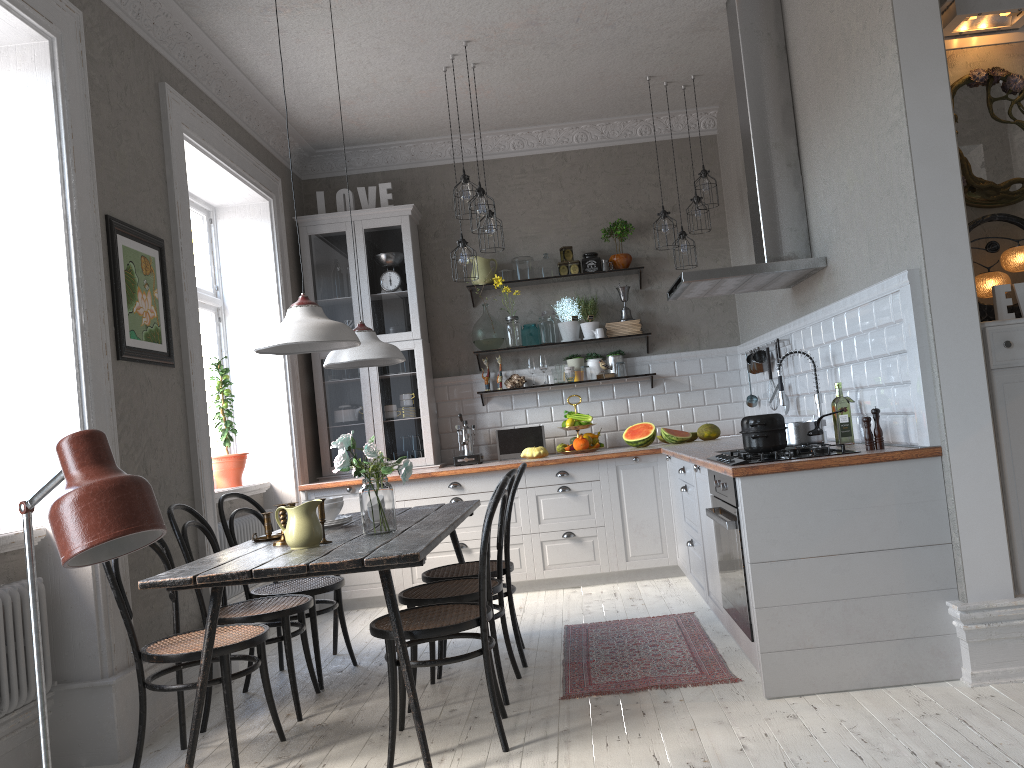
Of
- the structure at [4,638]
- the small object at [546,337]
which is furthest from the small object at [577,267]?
the structure at [4,638]

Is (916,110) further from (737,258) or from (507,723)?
(737,258)

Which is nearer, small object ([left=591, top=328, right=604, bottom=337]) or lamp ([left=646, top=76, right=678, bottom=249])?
lamp ([left=646, top=76, right=678, bottom=249])

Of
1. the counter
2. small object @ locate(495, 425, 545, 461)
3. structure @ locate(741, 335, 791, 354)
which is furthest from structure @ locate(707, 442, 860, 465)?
small object @ locate(495, 425, 545, 461)

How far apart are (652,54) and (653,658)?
3.6m

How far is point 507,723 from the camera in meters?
3.3

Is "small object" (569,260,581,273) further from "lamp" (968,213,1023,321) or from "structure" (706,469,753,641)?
"lamp" (968,213,1023,321)

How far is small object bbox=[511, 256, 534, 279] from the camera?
6.5 meters

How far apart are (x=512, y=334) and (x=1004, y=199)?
3.5 meters

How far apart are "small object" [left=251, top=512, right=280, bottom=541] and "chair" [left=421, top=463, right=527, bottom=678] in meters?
0.7 m
